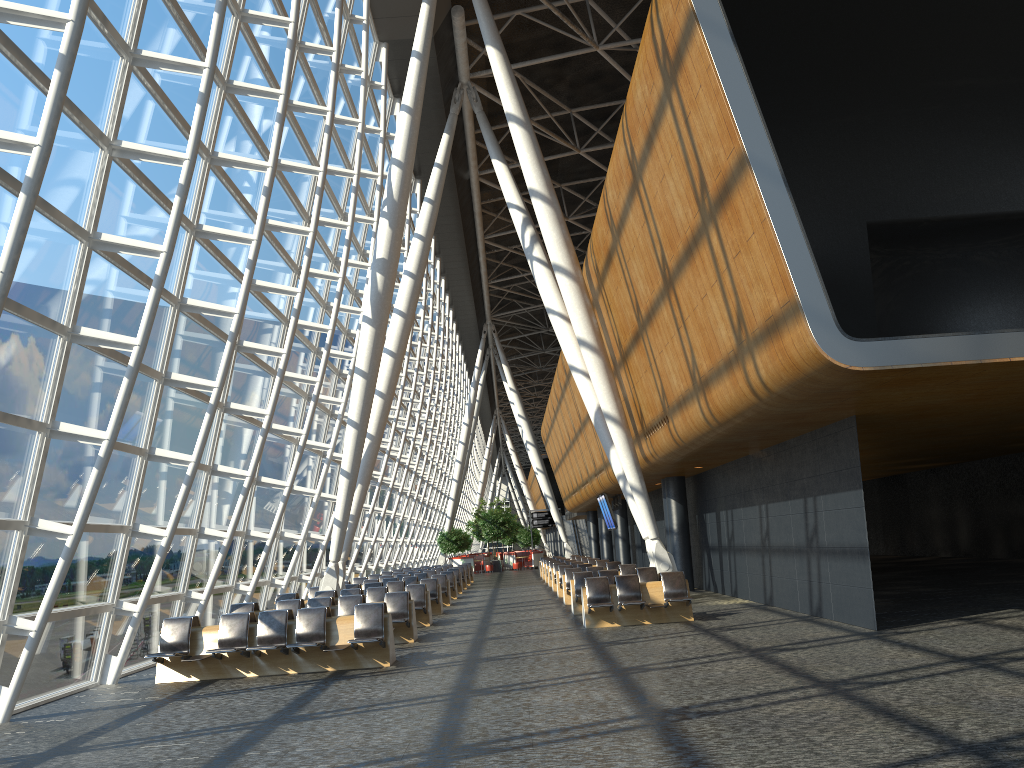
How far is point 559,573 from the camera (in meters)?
24.15

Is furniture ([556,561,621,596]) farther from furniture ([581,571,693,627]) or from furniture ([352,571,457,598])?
furniture ([581,571,693,627])

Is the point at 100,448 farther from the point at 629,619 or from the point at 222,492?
the point at 629,619

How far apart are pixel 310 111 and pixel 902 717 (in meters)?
14.02

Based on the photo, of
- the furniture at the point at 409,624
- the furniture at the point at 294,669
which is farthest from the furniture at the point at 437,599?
the furniture at the point at 294,669

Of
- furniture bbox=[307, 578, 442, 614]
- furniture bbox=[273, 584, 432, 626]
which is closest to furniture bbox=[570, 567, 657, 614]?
furniture bbox=[273, 584, 432, 626]

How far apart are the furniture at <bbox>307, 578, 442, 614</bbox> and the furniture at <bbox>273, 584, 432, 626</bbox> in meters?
2.3

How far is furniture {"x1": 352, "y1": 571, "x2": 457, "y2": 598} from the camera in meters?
26.7

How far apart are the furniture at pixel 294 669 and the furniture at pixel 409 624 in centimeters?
199cm

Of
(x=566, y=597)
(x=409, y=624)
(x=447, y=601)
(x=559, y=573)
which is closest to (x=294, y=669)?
(x=409, y=624)
